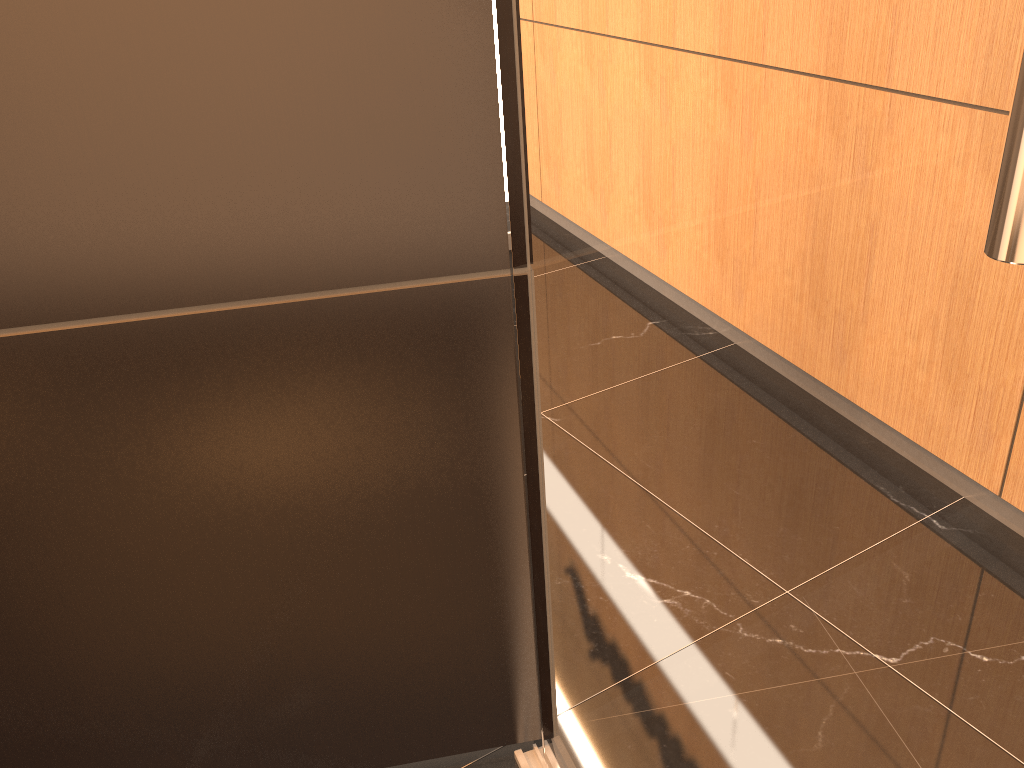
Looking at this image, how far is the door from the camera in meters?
0.5

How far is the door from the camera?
0.5m

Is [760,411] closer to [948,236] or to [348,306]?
[948,236]
